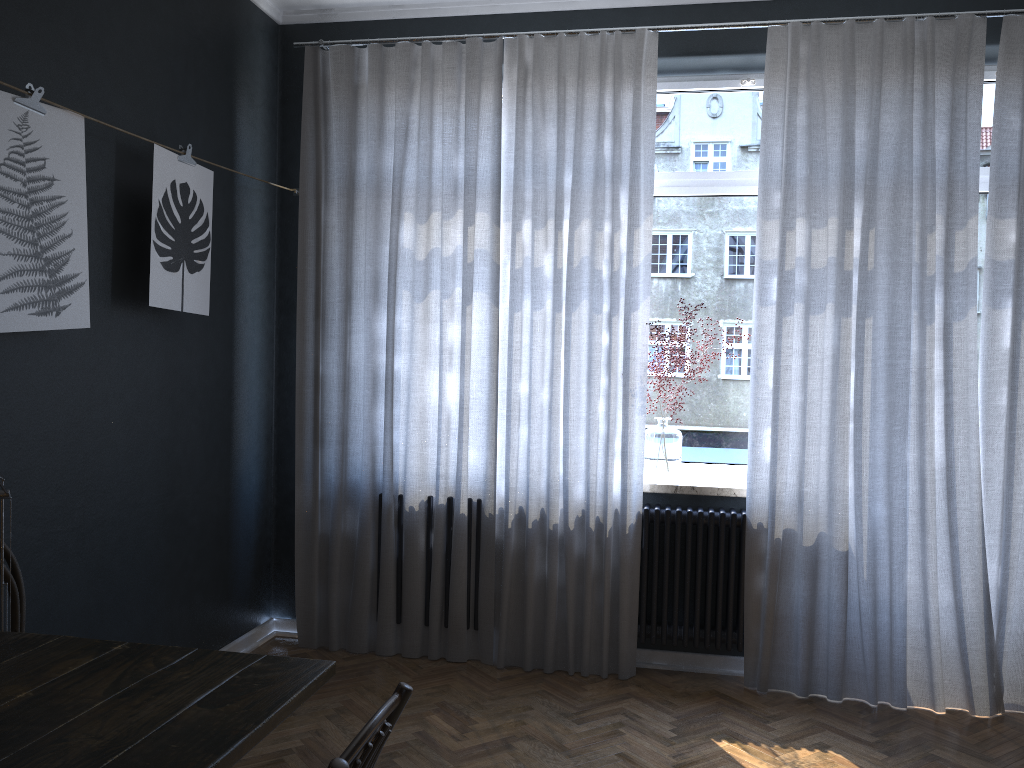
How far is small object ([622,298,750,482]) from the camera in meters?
3.9 m

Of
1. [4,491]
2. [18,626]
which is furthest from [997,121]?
[18,626]

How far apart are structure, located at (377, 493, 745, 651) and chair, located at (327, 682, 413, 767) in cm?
246

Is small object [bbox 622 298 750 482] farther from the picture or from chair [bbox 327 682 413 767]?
chair [bbox 327 682 413 767]

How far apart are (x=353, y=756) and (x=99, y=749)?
0.5m

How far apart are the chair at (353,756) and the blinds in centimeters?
237cm

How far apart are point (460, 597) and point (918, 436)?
2.04m

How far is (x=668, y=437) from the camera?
3.9 meters

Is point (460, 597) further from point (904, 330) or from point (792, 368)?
point (904, 330)

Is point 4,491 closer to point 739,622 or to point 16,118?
point 16,118
